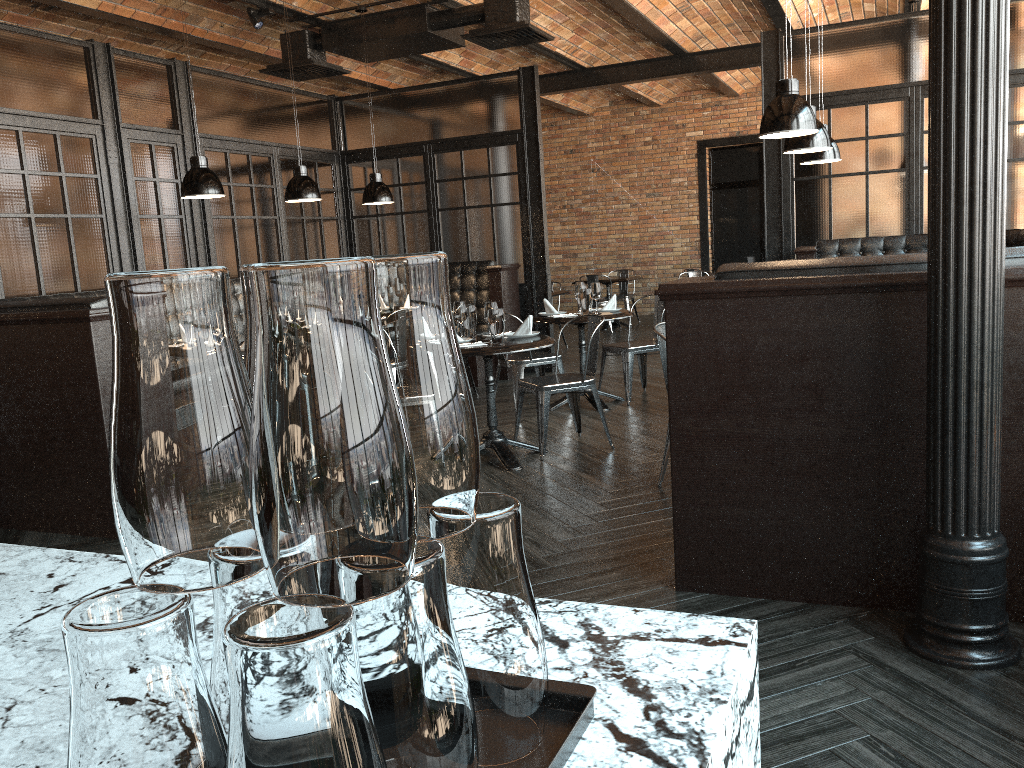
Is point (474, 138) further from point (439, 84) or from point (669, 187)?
point (669, 187)

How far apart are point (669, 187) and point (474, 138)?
6.60m

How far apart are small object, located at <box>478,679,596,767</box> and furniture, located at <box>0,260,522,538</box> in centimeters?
405cm

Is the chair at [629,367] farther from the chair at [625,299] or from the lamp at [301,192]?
the chair at [625,299]

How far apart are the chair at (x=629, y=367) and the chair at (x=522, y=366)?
0.6 meters

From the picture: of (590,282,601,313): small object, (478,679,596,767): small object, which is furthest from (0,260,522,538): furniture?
(478,679,596,767): small object

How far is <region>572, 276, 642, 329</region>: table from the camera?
13.1 meters

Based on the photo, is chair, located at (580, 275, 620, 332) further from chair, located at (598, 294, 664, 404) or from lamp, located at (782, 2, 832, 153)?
lamp, located at (782, 2, 832, 153)

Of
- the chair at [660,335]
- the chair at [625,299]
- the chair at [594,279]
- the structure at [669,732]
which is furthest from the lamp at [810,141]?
the chair at [625,299]

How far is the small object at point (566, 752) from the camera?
0.7m
